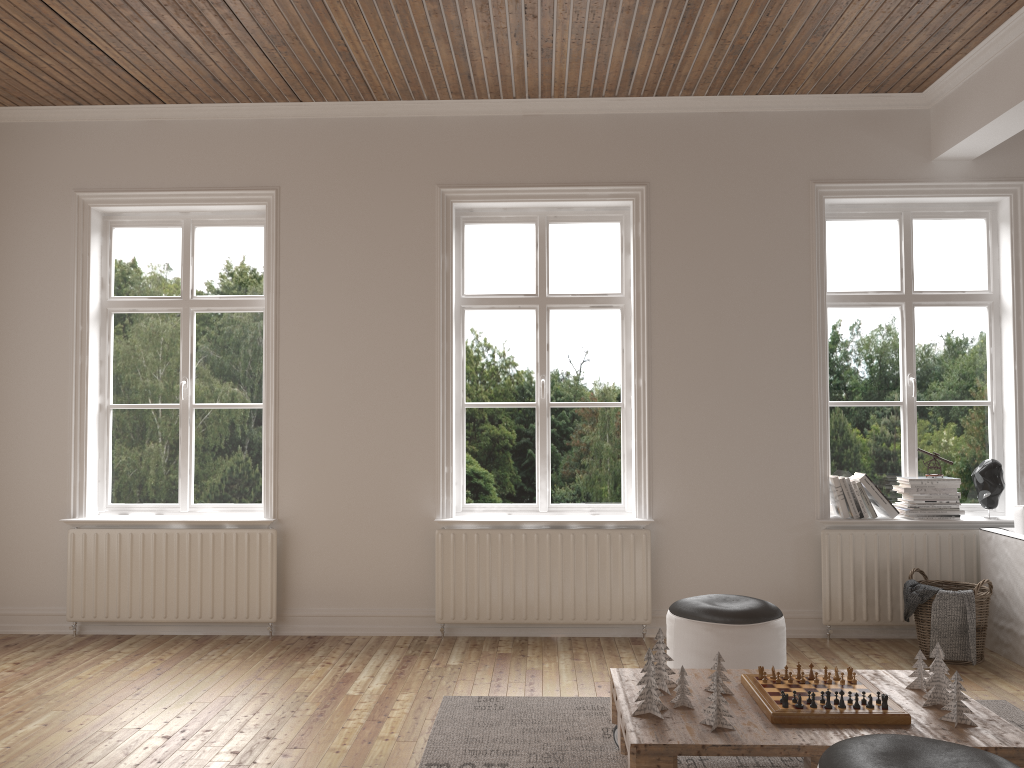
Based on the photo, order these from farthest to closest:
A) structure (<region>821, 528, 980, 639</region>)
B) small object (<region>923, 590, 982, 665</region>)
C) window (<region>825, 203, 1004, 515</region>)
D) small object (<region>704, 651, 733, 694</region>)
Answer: window (<region>825, 203, 1004, 515</region>) < structure (<region>821, 528, 980, 639</region>) < small object (<region>923, 590, 982, 665</region>) < small object (<region>704, 651, 733, 694</region>)

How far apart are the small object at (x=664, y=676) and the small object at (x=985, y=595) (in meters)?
2.12

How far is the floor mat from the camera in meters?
3.2 m

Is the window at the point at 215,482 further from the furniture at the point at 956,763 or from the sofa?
the sofa

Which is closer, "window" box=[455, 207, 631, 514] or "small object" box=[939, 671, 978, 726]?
"small object" box=[939, 671, 978, 726]

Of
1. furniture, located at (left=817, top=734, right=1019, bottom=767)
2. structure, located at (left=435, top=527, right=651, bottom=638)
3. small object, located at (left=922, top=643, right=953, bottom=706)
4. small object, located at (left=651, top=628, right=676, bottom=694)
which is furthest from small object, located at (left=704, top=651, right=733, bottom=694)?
structure, located at (left=435, top=527, right=651, bottom=638)

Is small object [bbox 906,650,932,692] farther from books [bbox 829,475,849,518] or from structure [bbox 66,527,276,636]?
structure [bbox 66,527,276,636]

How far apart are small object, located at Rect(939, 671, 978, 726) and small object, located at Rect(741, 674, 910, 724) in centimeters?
14cm

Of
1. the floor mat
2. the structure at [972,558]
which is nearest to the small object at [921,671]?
the floor mat

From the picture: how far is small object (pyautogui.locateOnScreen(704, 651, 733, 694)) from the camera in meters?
3.0
